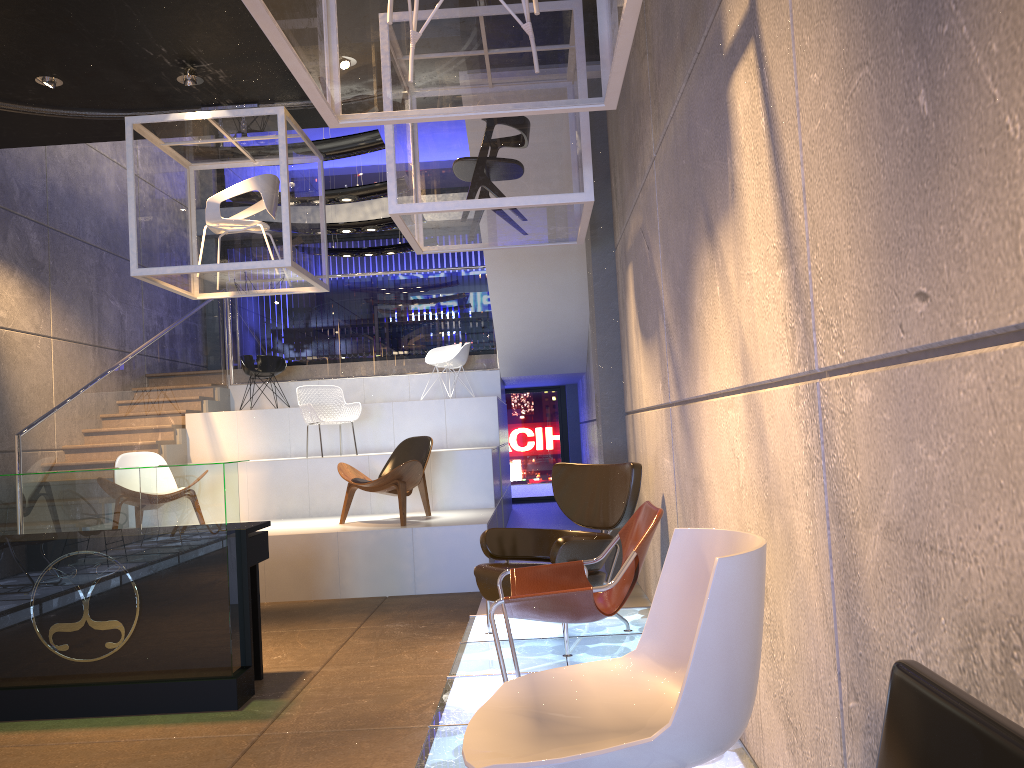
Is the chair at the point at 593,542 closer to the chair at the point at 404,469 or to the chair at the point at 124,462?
the chair at the point at 404,469

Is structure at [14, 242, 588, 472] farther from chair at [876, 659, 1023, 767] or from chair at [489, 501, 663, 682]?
chair at [876, 659, 1023, 767]

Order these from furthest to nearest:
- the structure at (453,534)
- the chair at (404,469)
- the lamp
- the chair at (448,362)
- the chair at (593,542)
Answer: the chair at (448,362) → the chair at (404,469) → the structure at (453,534) → the lamp → the chair at (593,542)

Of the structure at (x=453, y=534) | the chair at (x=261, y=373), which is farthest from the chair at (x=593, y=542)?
the chair at (x=261, y=373)

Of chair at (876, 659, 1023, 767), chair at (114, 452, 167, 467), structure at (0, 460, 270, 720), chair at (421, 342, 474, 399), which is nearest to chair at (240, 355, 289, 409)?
chair at (421, 342, 474, 399)

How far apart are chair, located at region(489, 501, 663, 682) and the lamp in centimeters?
519cm

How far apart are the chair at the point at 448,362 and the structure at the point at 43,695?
6.3m

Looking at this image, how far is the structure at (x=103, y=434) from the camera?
8.5m

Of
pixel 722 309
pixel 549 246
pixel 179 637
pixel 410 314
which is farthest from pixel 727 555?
pixel 410 314

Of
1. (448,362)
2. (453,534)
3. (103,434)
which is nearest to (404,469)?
(453,534)
